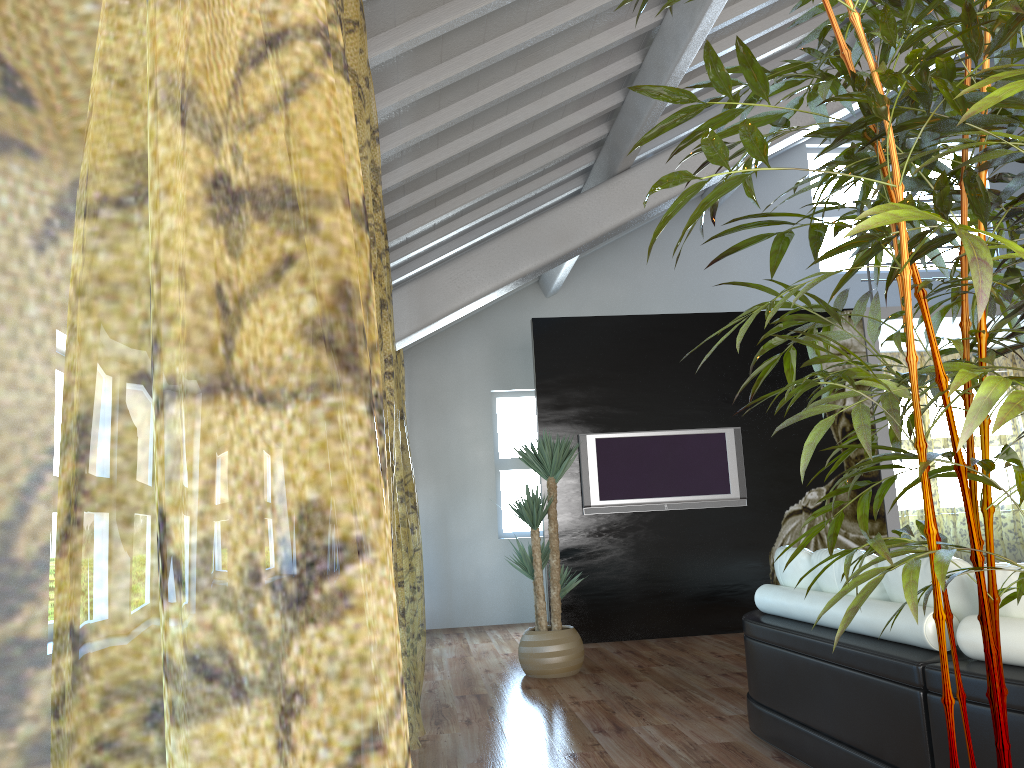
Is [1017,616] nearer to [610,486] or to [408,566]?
[408,566]

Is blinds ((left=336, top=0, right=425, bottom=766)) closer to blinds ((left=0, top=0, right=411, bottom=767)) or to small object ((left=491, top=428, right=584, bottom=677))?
blinds ((left=0, top=0, right=411, bottom=767))

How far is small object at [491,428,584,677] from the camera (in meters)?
5.47

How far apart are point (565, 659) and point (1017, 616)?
3.41m

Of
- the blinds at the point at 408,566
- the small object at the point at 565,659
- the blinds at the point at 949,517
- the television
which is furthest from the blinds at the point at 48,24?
the blinds at the point at 949,517

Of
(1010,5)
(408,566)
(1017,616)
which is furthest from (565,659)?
(1010,5)

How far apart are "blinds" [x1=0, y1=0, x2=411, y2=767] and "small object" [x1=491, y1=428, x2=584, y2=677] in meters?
0.8 m

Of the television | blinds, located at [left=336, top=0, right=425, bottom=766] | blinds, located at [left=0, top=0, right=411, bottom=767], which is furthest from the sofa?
the television

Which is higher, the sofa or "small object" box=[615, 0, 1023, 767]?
"small object" box=[615, 0, 1023, 767]

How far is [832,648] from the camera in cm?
306
